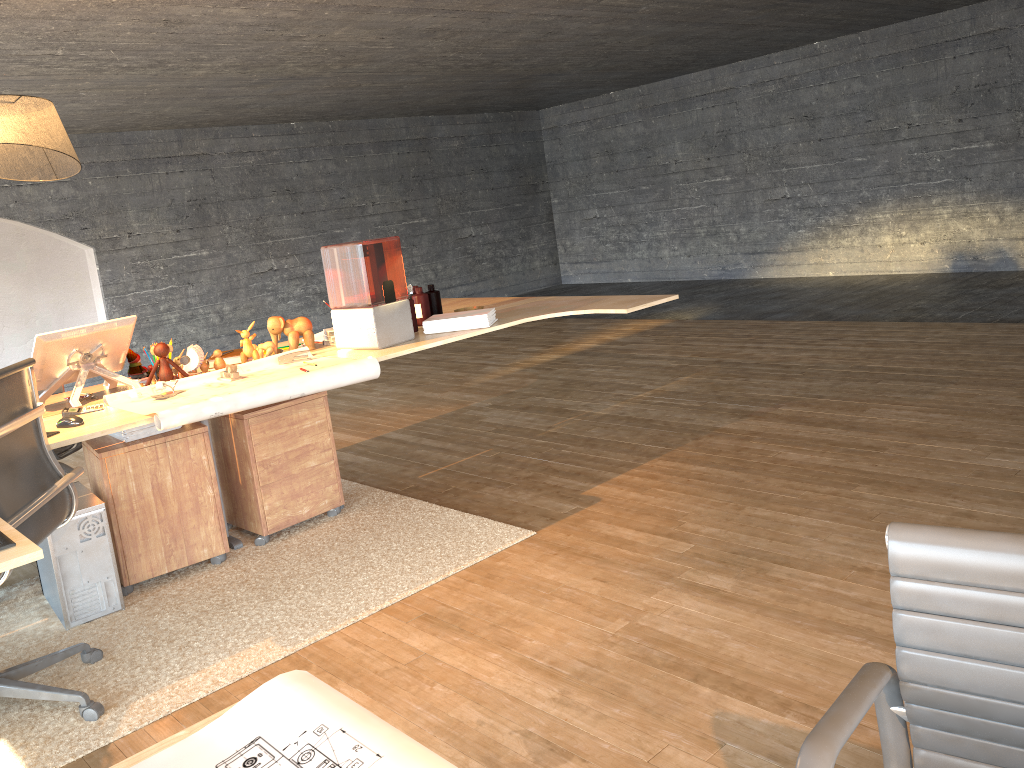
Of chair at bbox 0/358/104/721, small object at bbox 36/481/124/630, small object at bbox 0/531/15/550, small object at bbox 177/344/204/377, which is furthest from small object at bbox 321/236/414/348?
small object at bbox 0/531/15/550

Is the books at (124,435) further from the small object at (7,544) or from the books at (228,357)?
the small object at (7,544)

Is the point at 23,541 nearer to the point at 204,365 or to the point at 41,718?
the point at 41,718

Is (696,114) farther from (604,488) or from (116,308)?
(604,488)

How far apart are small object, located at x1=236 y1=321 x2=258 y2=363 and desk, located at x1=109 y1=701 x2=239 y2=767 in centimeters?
286cm

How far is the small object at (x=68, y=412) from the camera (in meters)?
3.18

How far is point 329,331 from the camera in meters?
4.0

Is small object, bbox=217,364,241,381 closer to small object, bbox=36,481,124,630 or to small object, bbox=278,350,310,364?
small object, bbox=278,350,310,364

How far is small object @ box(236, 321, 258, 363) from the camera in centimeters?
377cm

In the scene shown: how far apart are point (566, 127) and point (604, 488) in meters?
9.4
